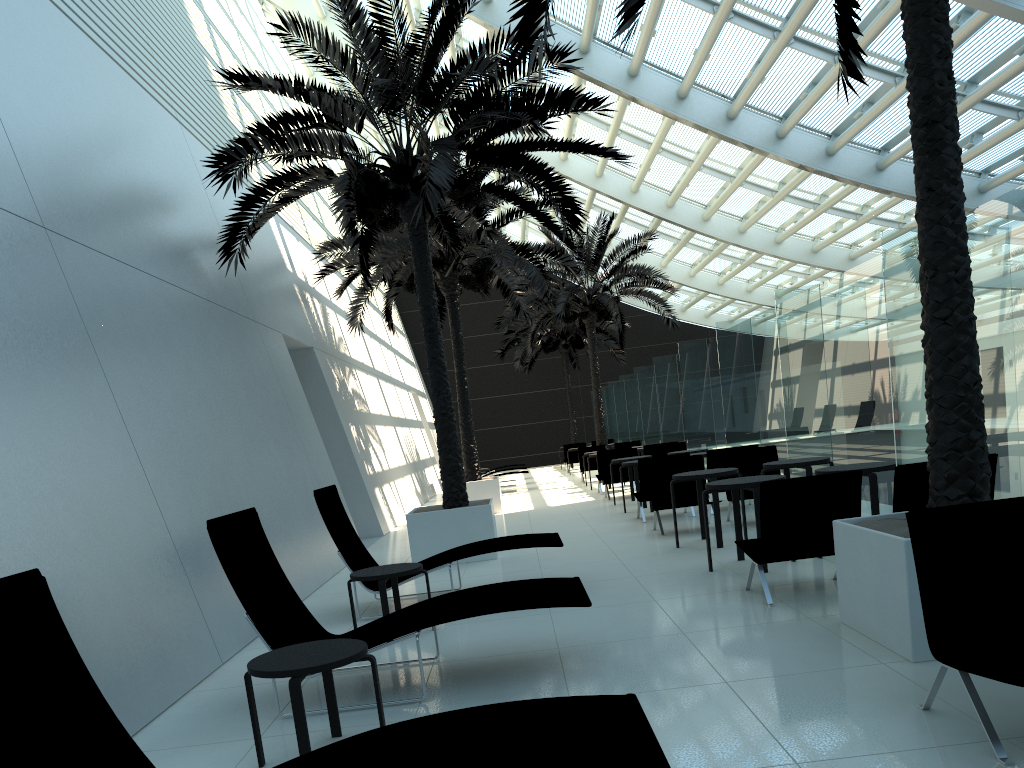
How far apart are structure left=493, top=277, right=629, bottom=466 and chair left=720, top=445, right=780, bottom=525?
19.15m

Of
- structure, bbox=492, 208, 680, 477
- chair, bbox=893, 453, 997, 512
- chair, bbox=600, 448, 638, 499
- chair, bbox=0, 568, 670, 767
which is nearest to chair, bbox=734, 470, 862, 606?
chair, bbox=893, 453, 997, 512

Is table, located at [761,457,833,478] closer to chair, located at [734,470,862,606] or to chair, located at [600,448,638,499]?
chair, located at [734,470,862,606]

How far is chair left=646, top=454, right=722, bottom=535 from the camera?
10.8m

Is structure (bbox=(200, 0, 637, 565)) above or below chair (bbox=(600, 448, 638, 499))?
above

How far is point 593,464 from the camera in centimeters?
2213cm

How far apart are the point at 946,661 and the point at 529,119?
7.1m

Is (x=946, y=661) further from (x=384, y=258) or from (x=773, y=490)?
(x=384, y=258)

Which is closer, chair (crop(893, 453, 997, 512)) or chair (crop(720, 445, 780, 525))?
chair (crop(893, 453, 997, 512))

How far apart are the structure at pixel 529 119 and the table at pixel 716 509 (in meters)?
2.19
